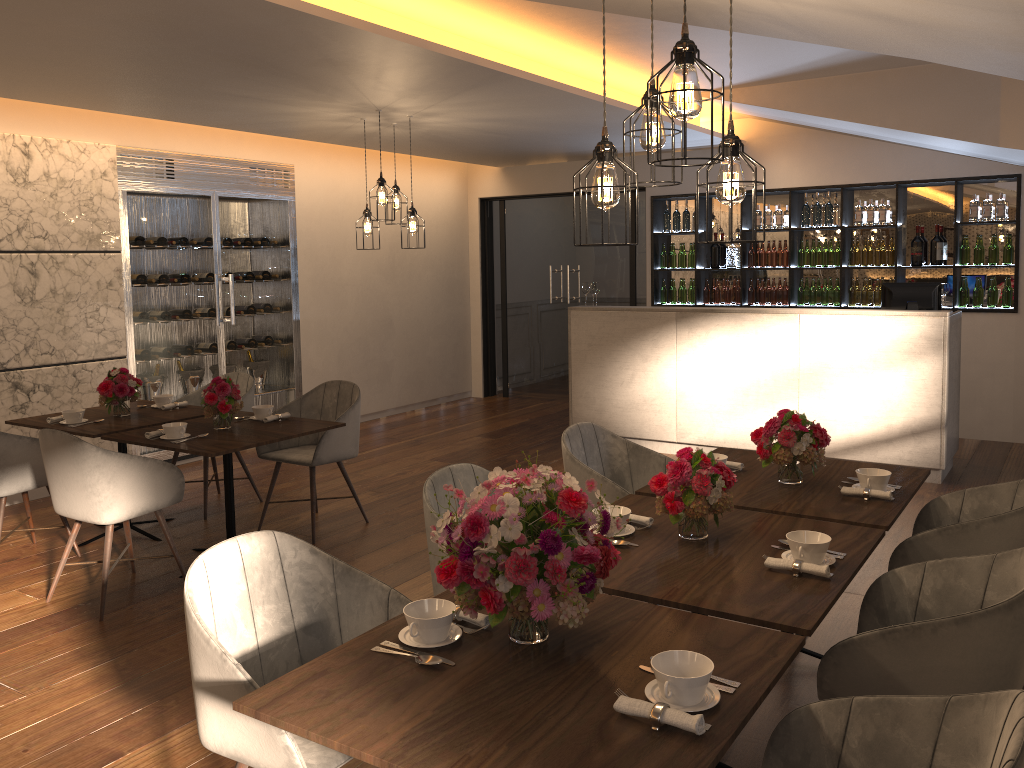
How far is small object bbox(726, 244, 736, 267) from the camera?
8.6m

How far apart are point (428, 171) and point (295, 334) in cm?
258

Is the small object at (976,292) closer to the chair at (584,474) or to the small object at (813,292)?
the small object at (813,292)

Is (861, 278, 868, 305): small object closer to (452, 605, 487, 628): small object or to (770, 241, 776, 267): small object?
(770, 241, 776, 267): small object

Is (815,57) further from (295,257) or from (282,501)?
(295,257)

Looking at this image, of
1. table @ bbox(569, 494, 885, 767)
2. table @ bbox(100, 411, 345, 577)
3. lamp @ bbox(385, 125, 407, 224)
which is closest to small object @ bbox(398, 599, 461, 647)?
table @ bbox(569, 494, 885, 767)

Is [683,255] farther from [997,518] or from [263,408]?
[997,518]

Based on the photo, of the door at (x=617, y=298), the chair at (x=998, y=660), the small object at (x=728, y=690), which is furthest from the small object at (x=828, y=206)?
the small object at (x=728, y=690)

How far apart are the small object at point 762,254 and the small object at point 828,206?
0.7 meters

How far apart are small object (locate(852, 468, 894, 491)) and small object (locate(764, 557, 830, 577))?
0.9m
